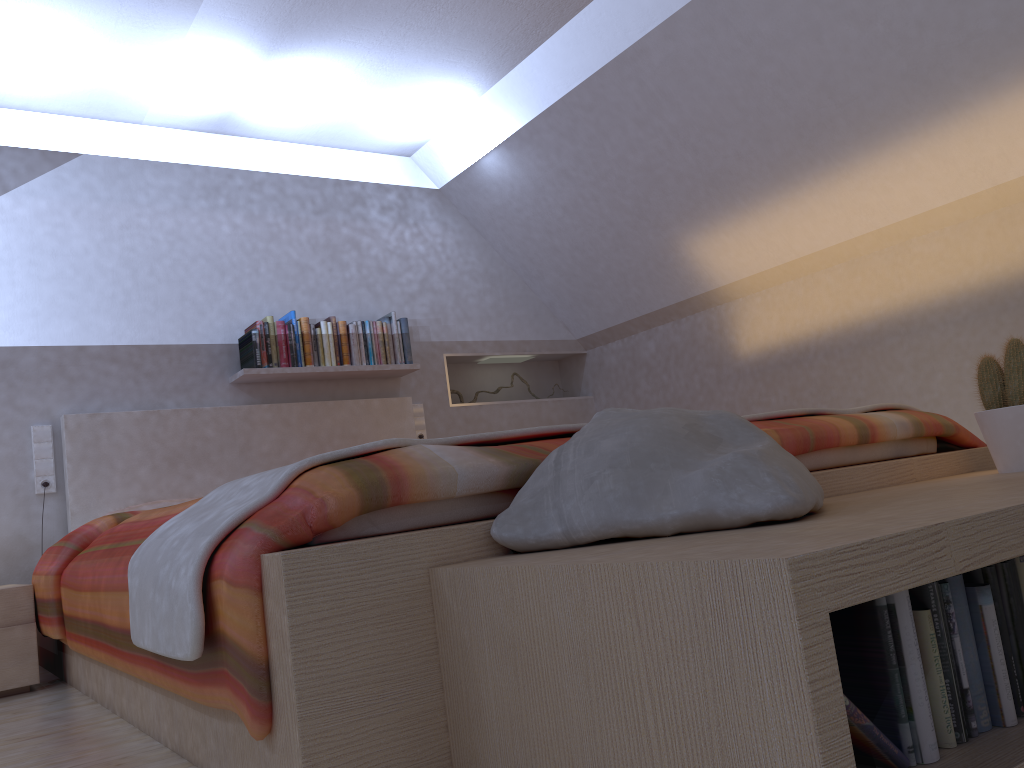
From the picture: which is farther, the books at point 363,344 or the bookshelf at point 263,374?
the books at point 363,344

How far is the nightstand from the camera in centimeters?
273cm

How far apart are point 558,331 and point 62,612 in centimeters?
334cm

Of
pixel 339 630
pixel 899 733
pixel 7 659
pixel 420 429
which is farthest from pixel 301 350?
pixel 899 733

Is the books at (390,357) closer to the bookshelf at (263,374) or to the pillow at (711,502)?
the bookshelf at (263,374)

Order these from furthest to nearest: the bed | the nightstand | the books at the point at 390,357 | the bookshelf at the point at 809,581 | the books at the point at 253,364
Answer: the books at the point at 390,357
the books at the point at 253,364
the nightstand
the bed
the bookshelf at the point at 809,581

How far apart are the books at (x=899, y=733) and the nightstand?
2.63m

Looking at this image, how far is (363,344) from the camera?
4.4 meters

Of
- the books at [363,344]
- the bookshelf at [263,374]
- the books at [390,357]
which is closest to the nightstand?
the bookshelf at [263,374]

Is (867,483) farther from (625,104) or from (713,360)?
(713,360)
